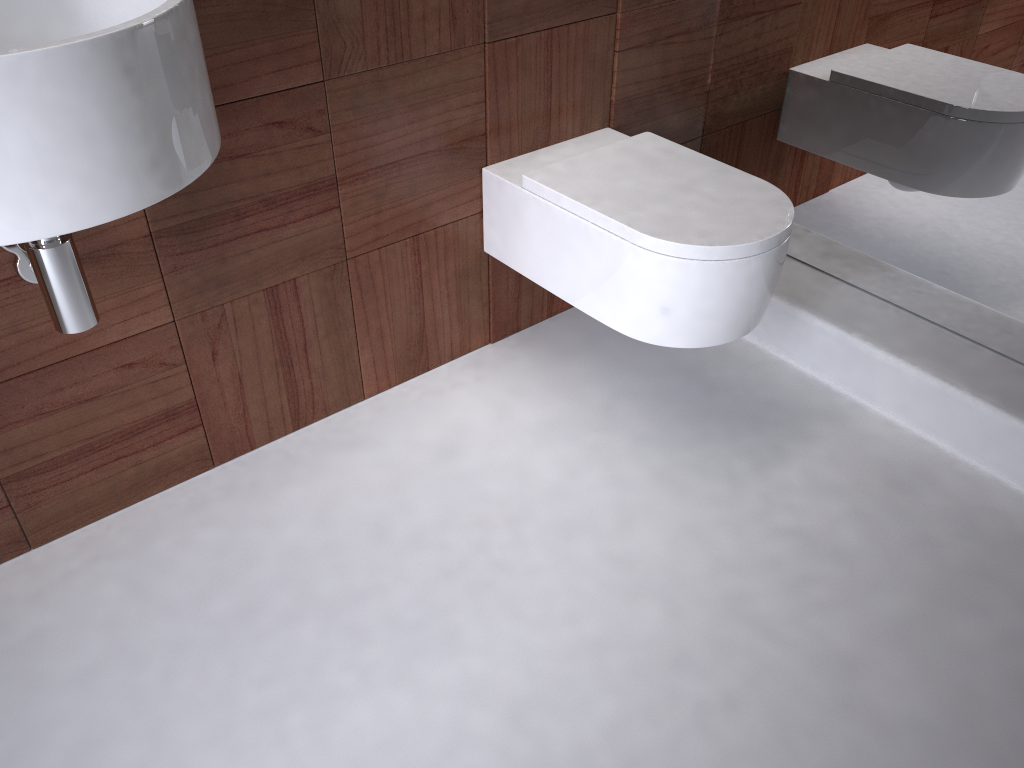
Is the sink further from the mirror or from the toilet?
the mirror

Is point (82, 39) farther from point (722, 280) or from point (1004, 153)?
point (1004, 153)

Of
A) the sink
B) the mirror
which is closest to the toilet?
the mirror

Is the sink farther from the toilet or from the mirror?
the mirror

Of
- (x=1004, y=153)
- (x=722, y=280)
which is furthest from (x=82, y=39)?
(x=1004, y=153)

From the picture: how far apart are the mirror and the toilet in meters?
0.3

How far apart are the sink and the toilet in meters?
0.7 m

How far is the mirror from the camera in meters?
1.5

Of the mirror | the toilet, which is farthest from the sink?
the mirror

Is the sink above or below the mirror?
above
